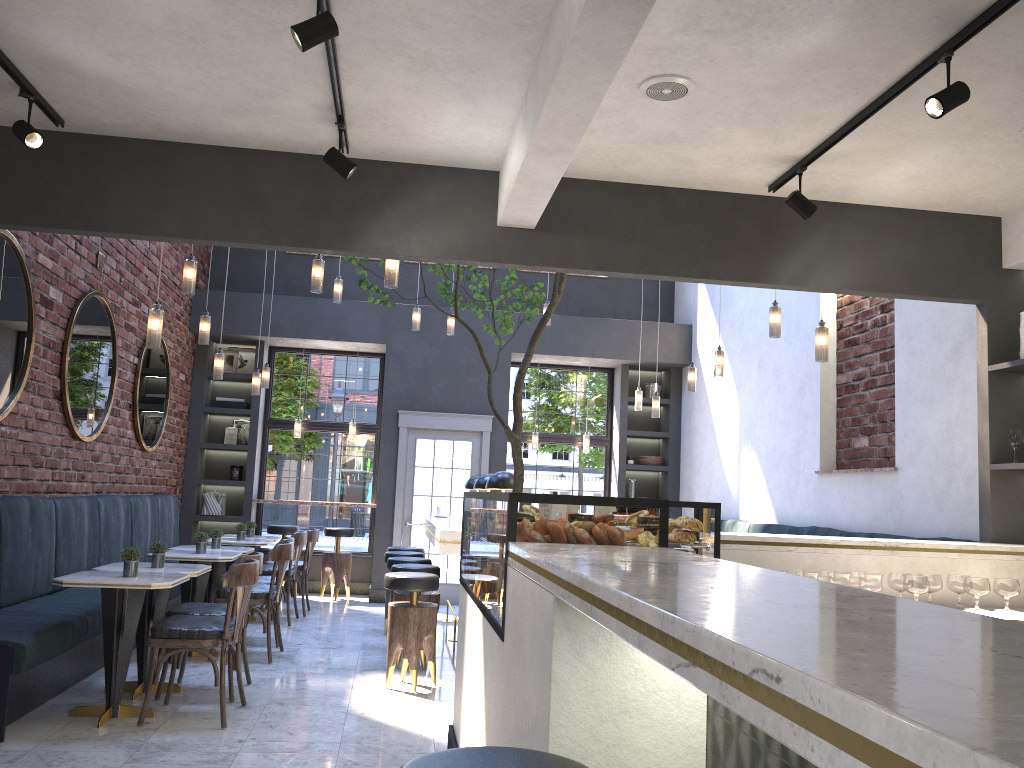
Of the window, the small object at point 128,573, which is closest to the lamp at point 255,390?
the window

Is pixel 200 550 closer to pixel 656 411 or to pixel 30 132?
pixel 30 132

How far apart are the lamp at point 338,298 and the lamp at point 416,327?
0.83m

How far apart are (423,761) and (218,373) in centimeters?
634cm

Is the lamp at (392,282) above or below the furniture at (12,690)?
above

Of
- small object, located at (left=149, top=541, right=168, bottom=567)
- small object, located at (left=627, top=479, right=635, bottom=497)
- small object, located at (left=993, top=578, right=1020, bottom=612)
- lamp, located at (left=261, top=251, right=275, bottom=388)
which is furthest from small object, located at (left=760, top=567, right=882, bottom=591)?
small object, located at (left=627, top=479, right=635, bottom=497)

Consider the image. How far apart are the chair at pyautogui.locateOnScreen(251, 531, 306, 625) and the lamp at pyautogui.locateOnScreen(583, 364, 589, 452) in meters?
4.1

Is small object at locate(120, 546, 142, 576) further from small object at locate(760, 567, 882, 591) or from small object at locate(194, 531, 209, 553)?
small object at locate(760, 567, 882, 591)

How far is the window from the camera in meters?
10.9 m

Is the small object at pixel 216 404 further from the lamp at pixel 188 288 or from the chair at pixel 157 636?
the chair at pixel 157 636
